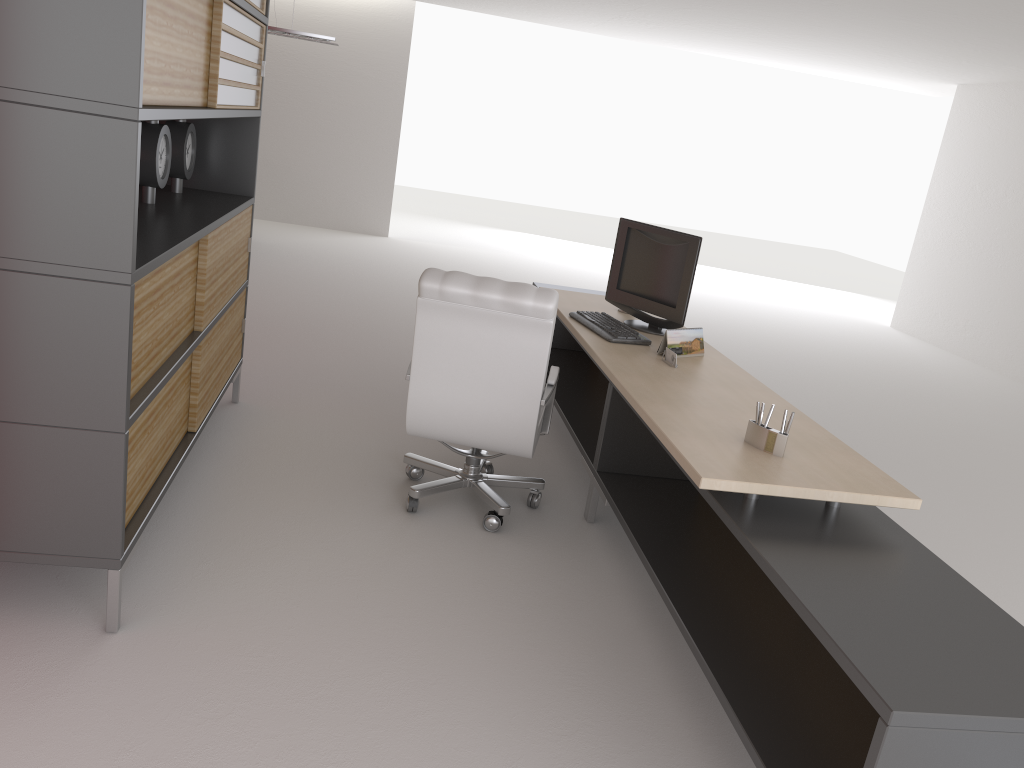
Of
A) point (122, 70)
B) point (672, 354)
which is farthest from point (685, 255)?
point (122, 70)

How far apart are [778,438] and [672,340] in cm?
180

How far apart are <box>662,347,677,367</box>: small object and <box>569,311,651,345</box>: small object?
0.4 meters

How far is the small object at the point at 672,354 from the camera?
5.7 meters

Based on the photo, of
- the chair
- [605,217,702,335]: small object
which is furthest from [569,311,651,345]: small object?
the chair

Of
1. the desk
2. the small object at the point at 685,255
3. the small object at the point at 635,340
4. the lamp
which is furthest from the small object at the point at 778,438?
the lamp

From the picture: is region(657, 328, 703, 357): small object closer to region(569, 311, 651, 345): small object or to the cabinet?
region(569, 311, 651, 345): small object

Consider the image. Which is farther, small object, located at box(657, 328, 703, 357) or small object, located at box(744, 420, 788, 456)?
small object, located at box(657, 328, 703, 357)

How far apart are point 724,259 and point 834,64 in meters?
9.1

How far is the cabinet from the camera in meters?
3.4 m
